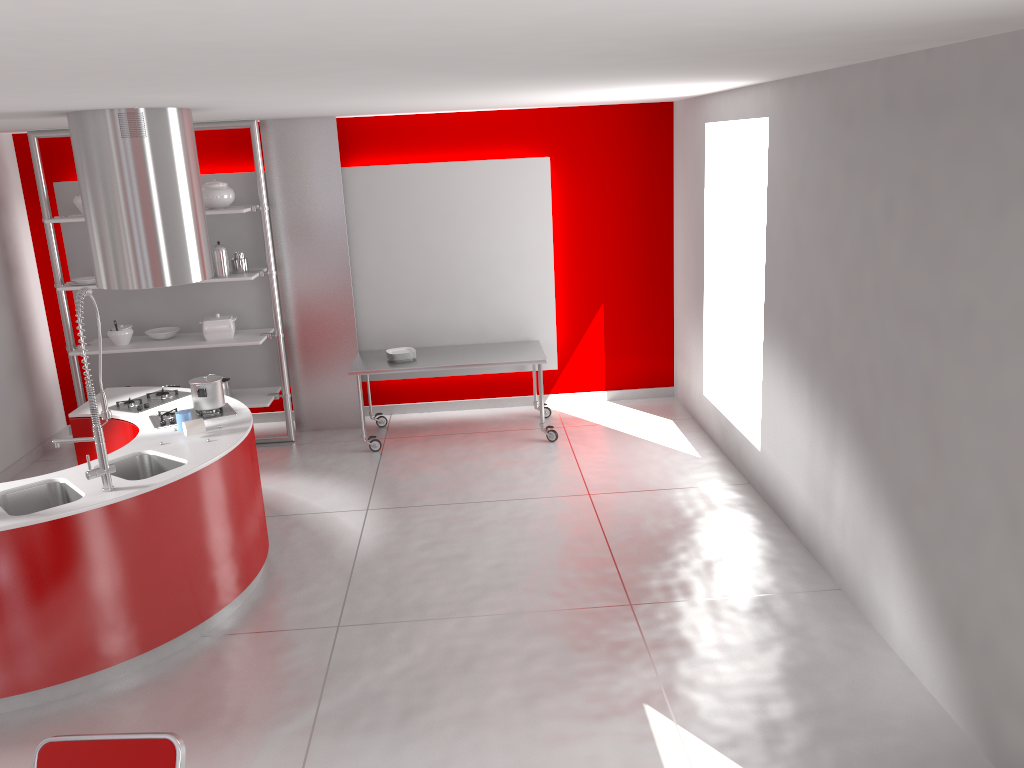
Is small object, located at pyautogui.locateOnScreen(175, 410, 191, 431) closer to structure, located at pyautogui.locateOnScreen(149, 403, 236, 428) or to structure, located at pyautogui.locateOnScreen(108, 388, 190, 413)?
structure, located at pyautogui.locateOnScreen(149, 403, 236, 428)

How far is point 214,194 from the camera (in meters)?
6.79

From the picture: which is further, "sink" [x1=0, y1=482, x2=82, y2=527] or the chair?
"sink" [x1=0, y1=482, x2=82, y2=527]

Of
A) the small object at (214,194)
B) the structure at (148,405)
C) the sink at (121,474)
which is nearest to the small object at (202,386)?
the structure at (148,405)

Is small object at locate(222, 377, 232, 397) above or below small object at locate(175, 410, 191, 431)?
below

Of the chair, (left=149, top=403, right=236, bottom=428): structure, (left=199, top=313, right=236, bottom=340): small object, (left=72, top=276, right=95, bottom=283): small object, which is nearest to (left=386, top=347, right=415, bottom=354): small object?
(left=199, top=313, right=236, bottom=340): small object

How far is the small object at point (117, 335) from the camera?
7.0m

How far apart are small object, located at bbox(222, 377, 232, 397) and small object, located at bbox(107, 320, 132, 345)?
0.81m

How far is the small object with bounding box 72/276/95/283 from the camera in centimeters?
679cm

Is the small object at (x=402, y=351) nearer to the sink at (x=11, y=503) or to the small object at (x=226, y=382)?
the small object at (x=226, y=382)
